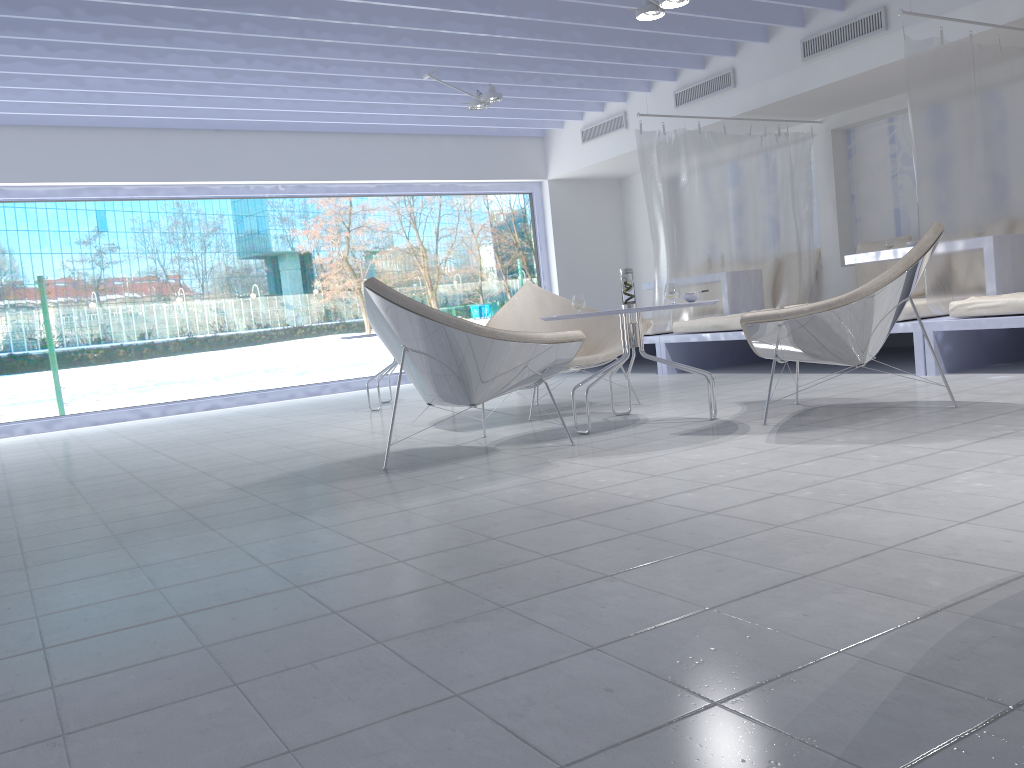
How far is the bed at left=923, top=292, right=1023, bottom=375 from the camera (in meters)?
4.52

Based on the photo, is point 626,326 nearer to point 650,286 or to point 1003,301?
point 1003,301

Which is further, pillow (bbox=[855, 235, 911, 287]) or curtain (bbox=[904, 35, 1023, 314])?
pillow (bbox=[855, 235, 911, 287])

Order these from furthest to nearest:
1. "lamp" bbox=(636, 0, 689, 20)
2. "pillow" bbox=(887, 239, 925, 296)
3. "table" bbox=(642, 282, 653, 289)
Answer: "table" bbox=(642, 282, 653, 289) → "pillow" bbox=(887, 239, 925, 296) → "lamp" bbox=(636, 0, 689, 20)

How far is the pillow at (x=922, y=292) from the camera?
6.7 meters

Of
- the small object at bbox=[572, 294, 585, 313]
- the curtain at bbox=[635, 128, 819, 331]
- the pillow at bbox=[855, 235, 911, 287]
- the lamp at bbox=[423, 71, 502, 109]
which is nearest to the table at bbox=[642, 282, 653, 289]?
the curtain at bbox=[635, 128, 819, 331]

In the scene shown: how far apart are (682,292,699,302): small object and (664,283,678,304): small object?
0.13m

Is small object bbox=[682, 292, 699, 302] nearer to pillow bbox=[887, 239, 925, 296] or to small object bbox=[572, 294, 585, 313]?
small object bbox=[572, 294, 585, 313]

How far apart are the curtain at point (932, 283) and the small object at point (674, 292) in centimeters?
189cm

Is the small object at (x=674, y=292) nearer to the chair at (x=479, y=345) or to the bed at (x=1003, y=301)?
the chair at (x=479, y=345)
